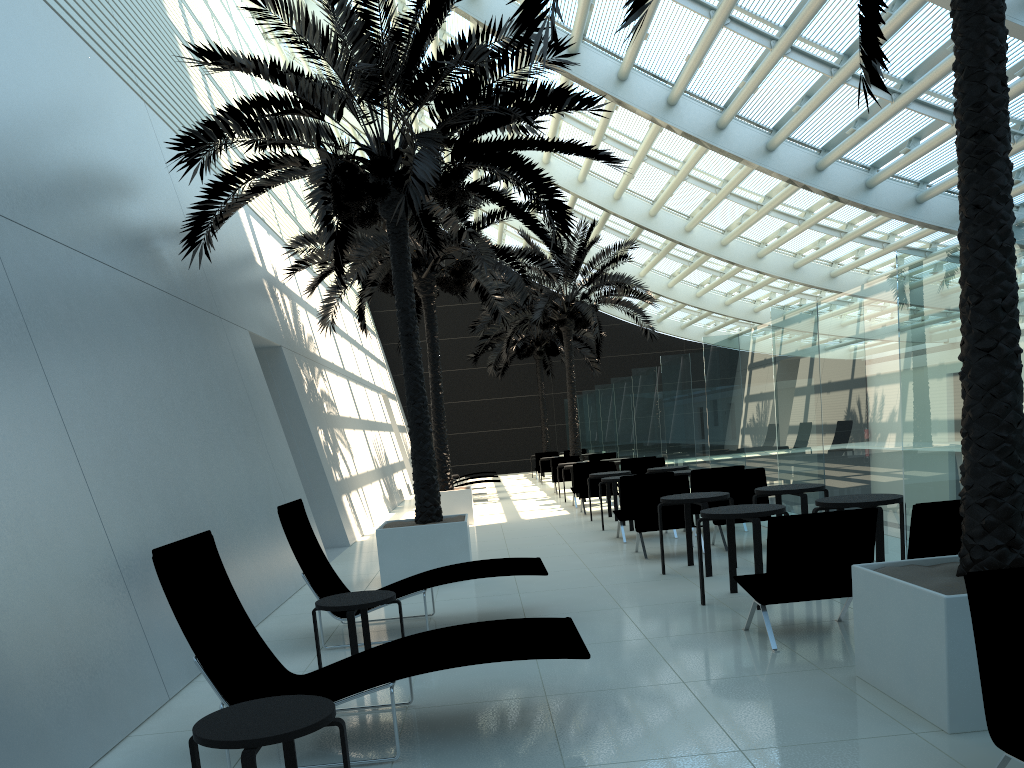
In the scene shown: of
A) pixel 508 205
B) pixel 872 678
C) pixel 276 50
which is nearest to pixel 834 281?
pixel 508 205

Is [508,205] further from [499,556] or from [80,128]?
[80,128]

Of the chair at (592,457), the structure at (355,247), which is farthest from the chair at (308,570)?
the chair at (592,457)

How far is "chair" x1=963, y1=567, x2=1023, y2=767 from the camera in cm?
308

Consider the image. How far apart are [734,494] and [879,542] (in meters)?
3.65

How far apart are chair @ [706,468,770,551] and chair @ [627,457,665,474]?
5.64m

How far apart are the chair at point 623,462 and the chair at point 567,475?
4.7m

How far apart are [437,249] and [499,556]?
5.89m

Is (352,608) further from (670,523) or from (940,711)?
(670,523)

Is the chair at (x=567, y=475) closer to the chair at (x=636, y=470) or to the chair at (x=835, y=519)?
the chair at (x=636, y=470)
